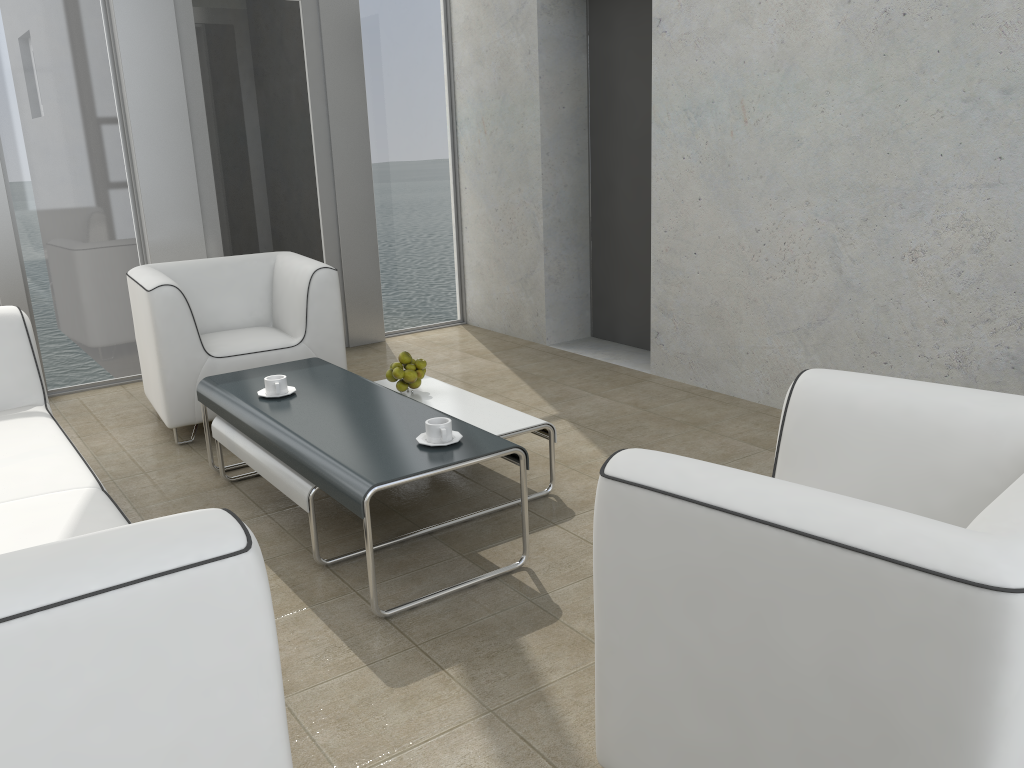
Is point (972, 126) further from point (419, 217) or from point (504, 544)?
point (419, 217)

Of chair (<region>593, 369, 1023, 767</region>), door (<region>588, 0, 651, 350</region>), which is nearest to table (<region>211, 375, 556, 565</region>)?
chair (<region>593, 369, 1023, 767</region>)

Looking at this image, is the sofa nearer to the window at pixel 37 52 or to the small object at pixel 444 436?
the small object at pixel 444 436

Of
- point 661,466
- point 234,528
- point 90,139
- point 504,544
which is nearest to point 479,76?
Answer: point 90,139

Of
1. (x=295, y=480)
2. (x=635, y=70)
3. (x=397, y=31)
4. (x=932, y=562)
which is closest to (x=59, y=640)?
(x=932, y=562)

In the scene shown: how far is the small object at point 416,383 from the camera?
3.5m

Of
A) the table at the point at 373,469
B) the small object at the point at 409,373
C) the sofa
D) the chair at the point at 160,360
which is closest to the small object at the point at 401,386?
the small object at the point at 409,373

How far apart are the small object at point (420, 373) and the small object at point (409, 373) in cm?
3

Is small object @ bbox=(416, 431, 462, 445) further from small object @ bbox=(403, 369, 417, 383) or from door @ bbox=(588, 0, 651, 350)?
door @ bbox=(588, 0, 651, 350)

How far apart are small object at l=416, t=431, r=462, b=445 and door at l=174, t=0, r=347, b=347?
2.9m
